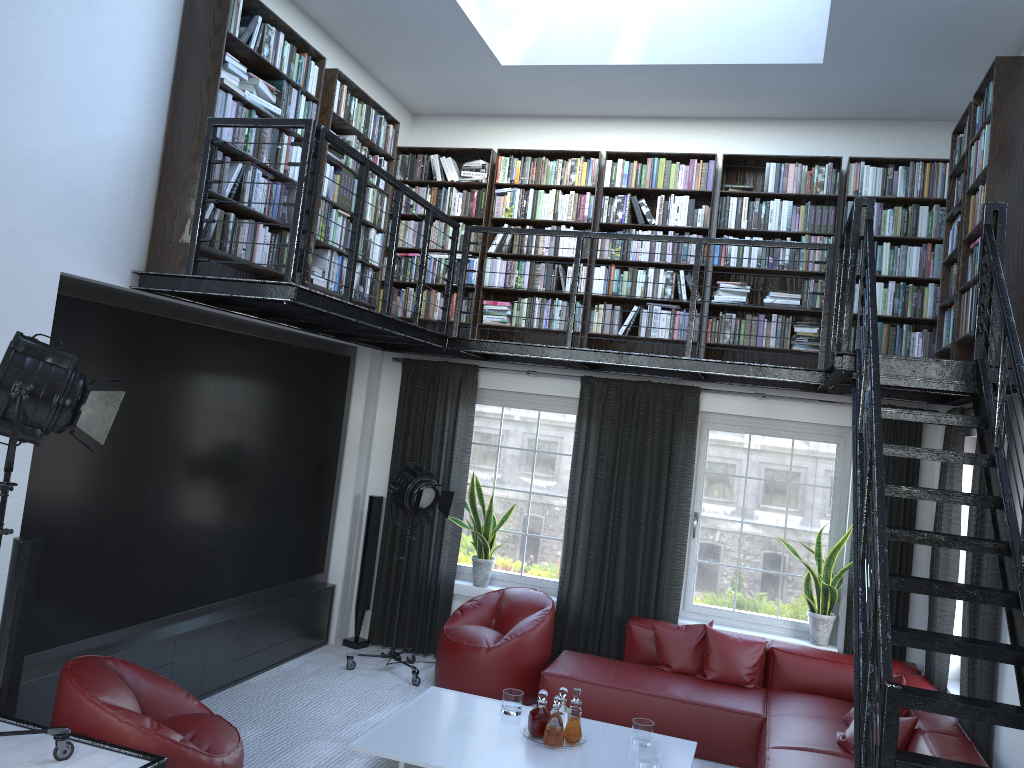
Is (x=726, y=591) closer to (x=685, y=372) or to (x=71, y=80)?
(x=685, y=372)

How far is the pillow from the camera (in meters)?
6.02

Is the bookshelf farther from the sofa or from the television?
the sofa

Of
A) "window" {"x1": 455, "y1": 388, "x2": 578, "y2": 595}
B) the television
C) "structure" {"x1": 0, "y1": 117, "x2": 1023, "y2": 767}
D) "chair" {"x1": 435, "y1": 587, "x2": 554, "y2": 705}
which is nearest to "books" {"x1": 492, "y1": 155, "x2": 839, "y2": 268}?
"structure" {"x1": 0, "y1": 117, "x2": 1023, "y2": 767}

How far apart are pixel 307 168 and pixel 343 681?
3.8 meters

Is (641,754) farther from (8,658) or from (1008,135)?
(1008,135)

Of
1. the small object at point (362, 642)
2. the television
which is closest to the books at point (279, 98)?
the television

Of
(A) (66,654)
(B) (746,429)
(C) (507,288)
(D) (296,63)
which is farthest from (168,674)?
(B) (746,429)

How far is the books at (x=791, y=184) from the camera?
6.52m

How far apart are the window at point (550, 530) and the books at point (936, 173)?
0.69m
